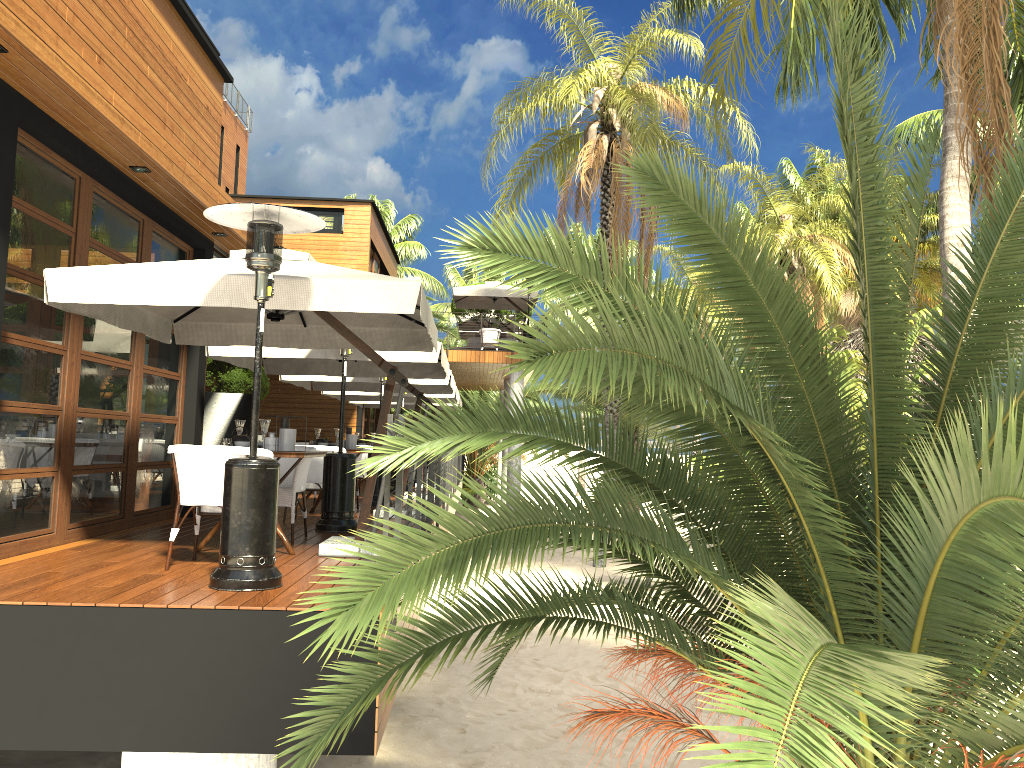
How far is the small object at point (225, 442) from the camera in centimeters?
644cm

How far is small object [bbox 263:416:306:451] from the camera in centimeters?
662cm

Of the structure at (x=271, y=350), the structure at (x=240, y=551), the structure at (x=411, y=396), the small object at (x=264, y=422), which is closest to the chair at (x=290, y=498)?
the small object at (x=264, y=422)

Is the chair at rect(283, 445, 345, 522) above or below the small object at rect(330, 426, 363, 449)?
below

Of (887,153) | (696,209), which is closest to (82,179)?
(696,209)

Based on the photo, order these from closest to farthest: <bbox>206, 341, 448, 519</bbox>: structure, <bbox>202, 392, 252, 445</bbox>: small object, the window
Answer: the window < <bbox>206, 341, 448, 519</bbox>: structure < <bbox>202, 392, 252, 445</bbox>: small object

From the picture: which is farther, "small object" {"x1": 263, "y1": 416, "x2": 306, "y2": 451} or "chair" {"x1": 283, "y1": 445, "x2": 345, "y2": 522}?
"chair" {"x1": 283, "y1": 445, "x2": 345, "y2": 522}

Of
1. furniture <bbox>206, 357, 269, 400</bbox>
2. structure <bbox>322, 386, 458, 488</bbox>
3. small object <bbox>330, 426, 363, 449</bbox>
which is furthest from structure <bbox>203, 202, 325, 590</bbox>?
furniture <bbox>206, 357, 269, 400</bbox>

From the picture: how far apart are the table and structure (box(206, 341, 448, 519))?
2.66m

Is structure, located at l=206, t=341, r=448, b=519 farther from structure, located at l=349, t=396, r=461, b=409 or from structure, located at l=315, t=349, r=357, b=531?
structure, located at l=349, t=396, r=461, b=409
